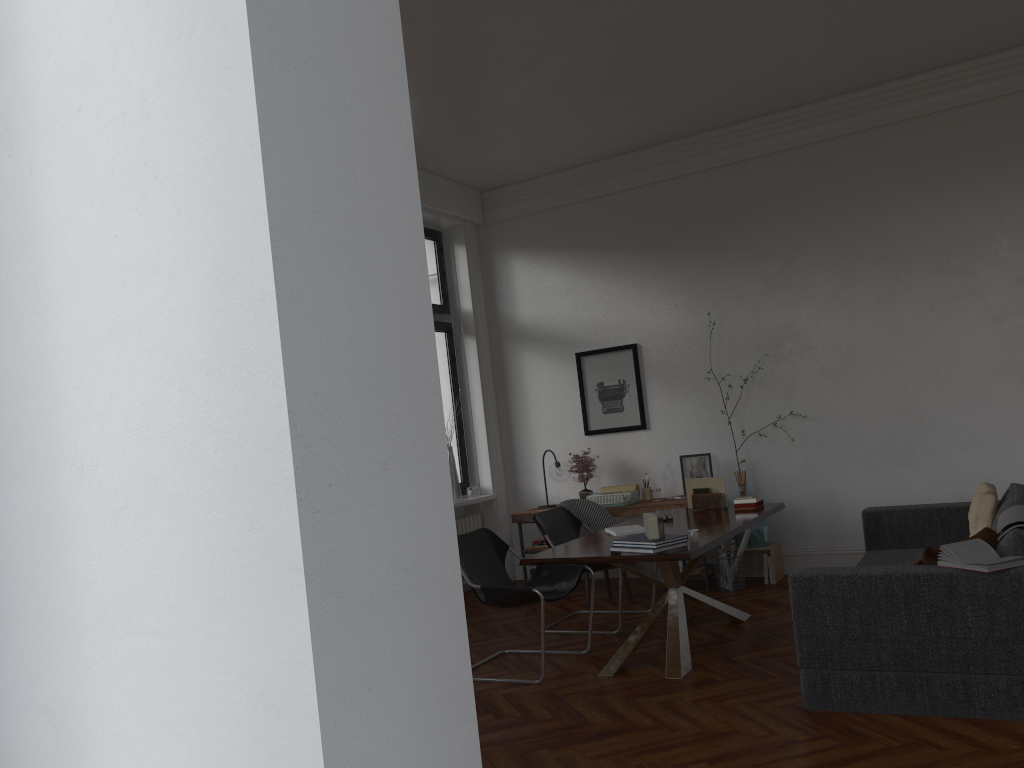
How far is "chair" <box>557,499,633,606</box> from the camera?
7.2 meters

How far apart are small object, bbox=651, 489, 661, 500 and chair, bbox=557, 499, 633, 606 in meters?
0.7 m

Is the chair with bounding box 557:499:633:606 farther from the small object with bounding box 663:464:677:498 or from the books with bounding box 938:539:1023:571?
the books with bounding box 938:539:1023:571

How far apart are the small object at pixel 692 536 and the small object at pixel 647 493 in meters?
3.1

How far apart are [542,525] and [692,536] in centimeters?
182cm

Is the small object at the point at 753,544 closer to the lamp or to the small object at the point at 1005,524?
the lamp

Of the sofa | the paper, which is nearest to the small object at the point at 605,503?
the paper

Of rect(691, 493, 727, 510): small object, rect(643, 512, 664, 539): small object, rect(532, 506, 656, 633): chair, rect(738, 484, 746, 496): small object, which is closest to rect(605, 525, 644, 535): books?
rect(532, 506, 656, 633): chair

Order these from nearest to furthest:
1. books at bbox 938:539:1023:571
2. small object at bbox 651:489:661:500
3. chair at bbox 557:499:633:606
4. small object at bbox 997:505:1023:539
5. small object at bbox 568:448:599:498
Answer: books at bbox 938:539:1023:571, small object at bbox 997:505:1023:539, chair at bbox 557:499:633:606, small object at bbox 651:489:661:500, small object at bbox 568:448:599:498

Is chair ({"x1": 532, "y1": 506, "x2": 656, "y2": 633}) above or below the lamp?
below
